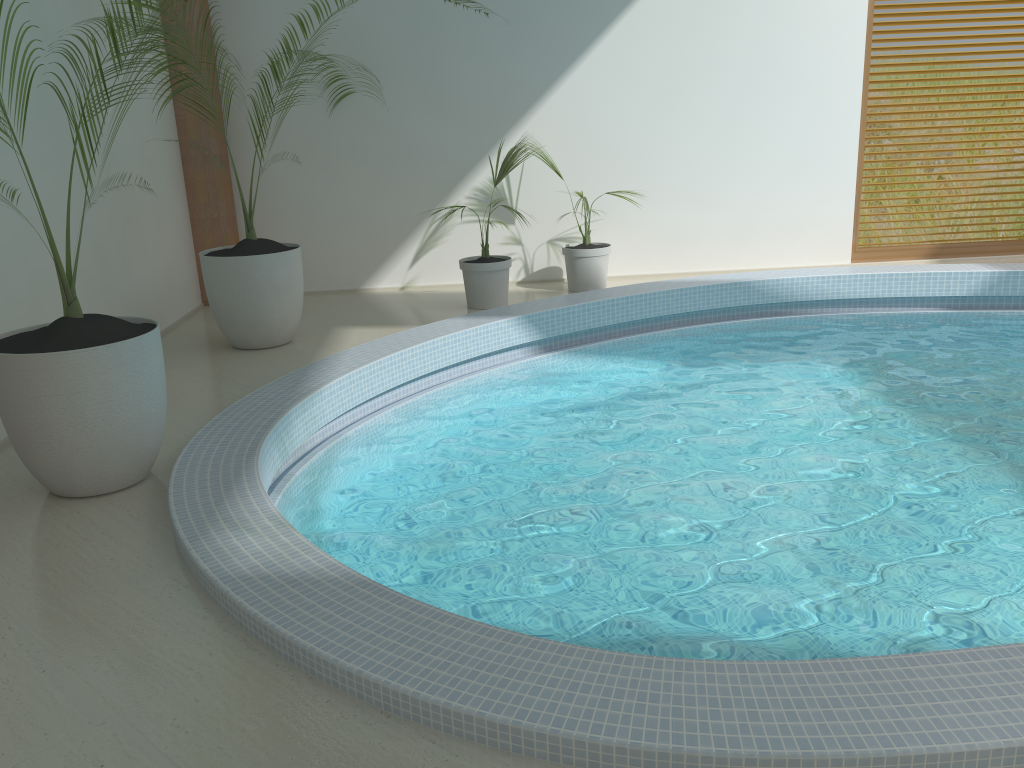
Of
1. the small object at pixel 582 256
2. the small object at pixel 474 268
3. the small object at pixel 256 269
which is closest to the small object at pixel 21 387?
the small object at pixel 256 269

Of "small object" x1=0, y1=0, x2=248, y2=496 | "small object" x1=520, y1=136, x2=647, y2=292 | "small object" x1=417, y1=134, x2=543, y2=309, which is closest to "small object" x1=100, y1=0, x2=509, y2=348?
"small object" x1=417, y1=134, x2=543, y2=309

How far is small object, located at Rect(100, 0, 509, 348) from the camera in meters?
5.7

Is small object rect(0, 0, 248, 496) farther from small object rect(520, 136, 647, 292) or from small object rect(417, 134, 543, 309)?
small object rect(520, 136, 647, 292)

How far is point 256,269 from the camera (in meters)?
5.67

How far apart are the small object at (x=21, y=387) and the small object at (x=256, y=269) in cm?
178

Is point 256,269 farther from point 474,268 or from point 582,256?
point 582,256

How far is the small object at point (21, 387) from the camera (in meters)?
3.35

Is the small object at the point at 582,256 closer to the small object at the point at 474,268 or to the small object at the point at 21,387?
the small object at the point at 474,268

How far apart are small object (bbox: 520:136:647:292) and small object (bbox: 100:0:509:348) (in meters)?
2.26
